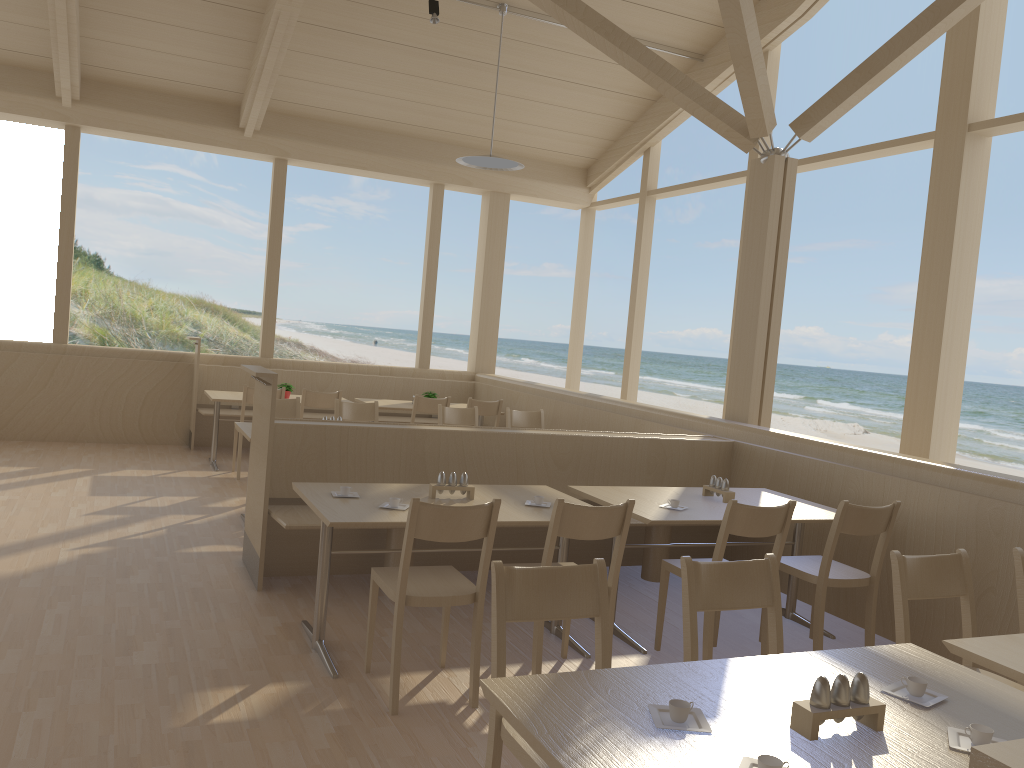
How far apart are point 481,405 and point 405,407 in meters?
0.7

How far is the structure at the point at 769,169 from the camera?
5.96m

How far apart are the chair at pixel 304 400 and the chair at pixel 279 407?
0.9 meters

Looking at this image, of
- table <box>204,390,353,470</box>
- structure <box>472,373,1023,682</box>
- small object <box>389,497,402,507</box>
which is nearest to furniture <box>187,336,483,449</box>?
structure <box>472,373,1023,682</box>

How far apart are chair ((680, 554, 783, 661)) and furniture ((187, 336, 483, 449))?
6.7m

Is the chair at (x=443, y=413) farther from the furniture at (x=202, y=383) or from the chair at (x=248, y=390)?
the furniture at (x=202, y=383)

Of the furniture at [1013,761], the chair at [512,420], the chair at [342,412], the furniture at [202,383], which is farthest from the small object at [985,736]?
the furniture at [202,383]

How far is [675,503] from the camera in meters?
4.2

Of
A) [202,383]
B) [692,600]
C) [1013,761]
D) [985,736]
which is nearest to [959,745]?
[985,736]

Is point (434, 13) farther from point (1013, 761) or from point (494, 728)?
point (1013, 761)
